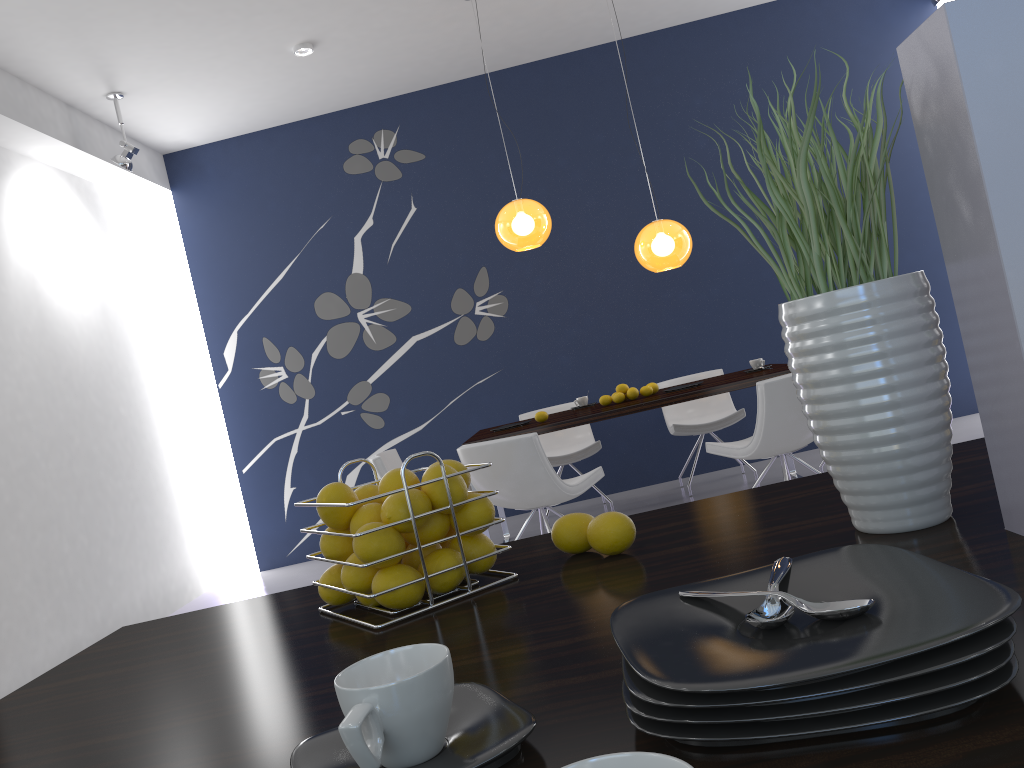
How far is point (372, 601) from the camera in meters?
1.1 m

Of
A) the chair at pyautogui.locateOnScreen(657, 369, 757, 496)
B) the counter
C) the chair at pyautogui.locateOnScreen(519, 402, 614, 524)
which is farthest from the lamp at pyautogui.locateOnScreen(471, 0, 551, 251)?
the counter

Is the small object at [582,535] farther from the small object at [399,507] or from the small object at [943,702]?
the small object at [943,702]

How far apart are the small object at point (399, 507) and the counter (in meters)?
0.10

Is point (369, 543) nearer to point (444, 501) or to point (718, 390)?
point (444, 501)

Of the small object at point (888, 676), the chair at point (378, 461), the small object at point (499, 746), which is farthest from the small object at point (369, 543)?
the chair at point (378, 461)

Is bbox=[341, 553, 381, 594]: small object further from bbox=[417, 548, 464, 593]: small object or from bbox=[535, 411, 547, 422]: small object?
bbox=[535, 411, 547, 422]: small object

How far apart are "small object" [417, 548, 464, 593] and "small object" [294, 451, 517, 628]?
0.0 meters

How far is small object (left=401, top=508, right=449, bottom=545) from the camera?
1.0m

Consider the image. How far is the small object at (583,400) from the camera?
5.92m
